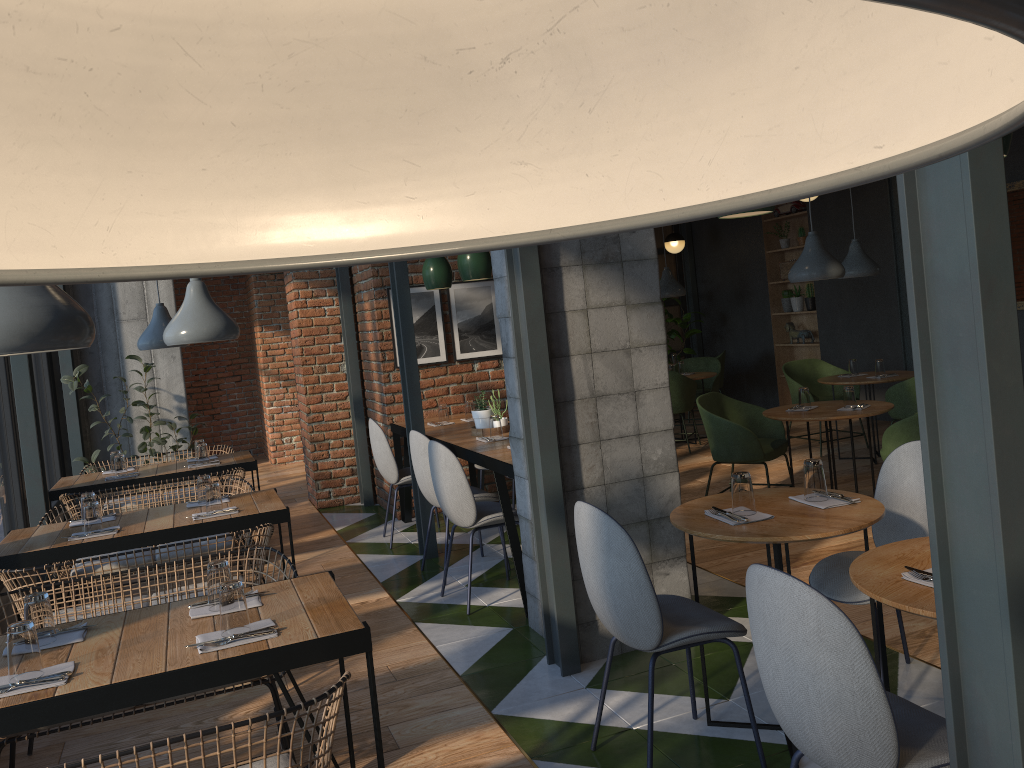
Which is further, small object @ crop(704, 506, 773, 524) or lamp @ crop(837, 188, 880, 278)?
lamp @ crop(837, 188, 880, 278)

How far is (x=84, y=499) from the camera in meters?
4.3

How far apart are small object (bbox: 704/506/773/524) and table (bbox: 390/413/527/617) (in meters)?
1.49

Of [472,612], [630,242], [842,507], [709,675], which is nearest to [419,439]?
[472,612]

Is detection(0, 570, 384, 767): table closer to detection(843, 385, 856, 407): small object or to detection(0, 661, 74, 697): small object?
detection(0, 661, 74, 697): small object

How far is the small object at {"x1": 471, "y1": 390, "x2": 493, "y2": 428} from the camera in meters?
5.6 m

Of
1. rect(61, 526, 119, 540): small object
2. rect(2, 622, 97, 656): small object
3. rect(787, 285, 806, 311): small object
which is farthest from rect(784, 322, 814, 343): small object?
rect(2, 622, 97, 656): small object

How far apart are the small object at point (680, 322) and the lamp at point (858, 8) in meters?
11.3 m

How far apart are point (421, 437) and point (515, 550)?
0.97m

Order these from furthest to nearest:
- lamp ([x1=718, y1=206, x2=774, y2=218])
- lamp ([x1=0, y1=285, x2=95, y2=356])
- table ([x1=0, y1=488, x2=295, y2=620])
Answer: table ([x1=0, y1=488, x2=295, y2=620]) → lamp ([x1=718, y1=206, x2=774, y2=218]) → lamp ([x1=0, y1=285, x2=95, y2=356])
